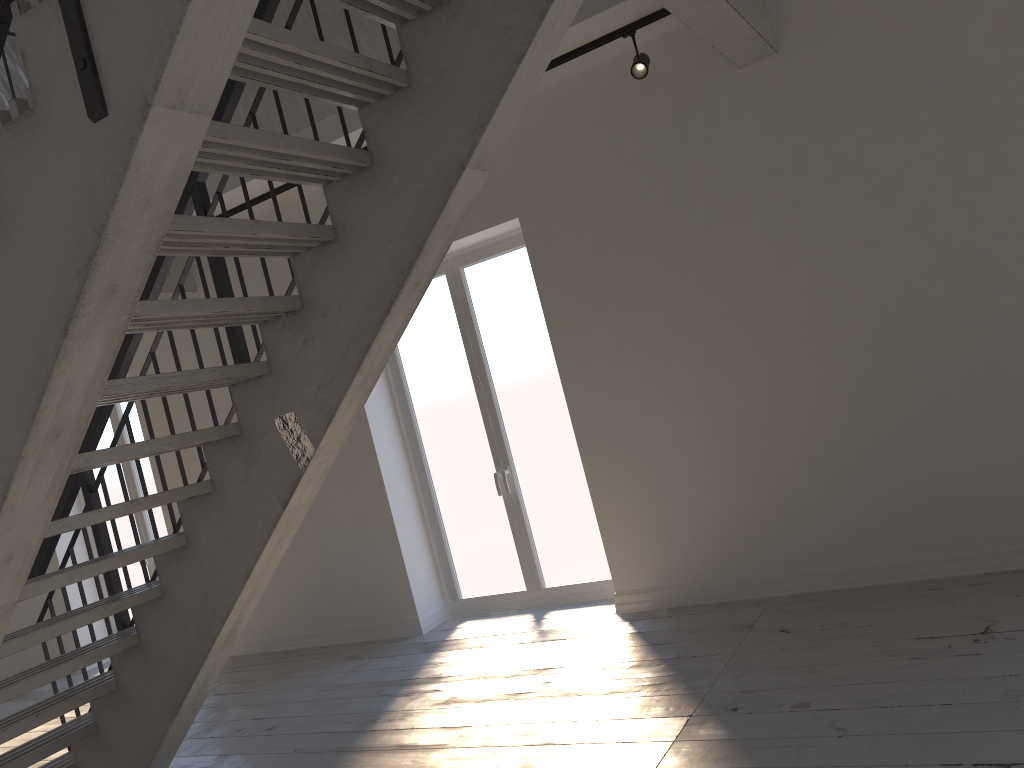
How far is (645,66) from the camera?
4.3m

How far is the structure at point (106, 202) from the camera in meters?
1.8 m

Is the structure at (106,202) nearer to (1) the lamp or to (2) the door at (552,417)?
(1) the lamp

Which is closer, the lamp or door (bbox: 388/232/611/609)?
the lamp

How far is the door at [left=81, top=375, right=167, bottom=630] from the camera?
7.4 meters

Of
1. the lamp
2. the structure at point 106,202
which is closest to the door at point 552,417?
the lamp

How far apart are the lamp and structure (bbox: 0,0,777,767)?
0.4 meters

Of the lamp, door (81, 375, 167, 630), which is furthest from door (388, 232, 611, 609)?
door (81, 375, 167, 630)

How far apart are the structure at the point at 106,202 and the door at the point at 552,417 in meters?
1.6 m

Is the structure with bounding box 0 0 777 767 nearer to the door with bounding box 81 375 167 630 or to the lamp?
the lamp
